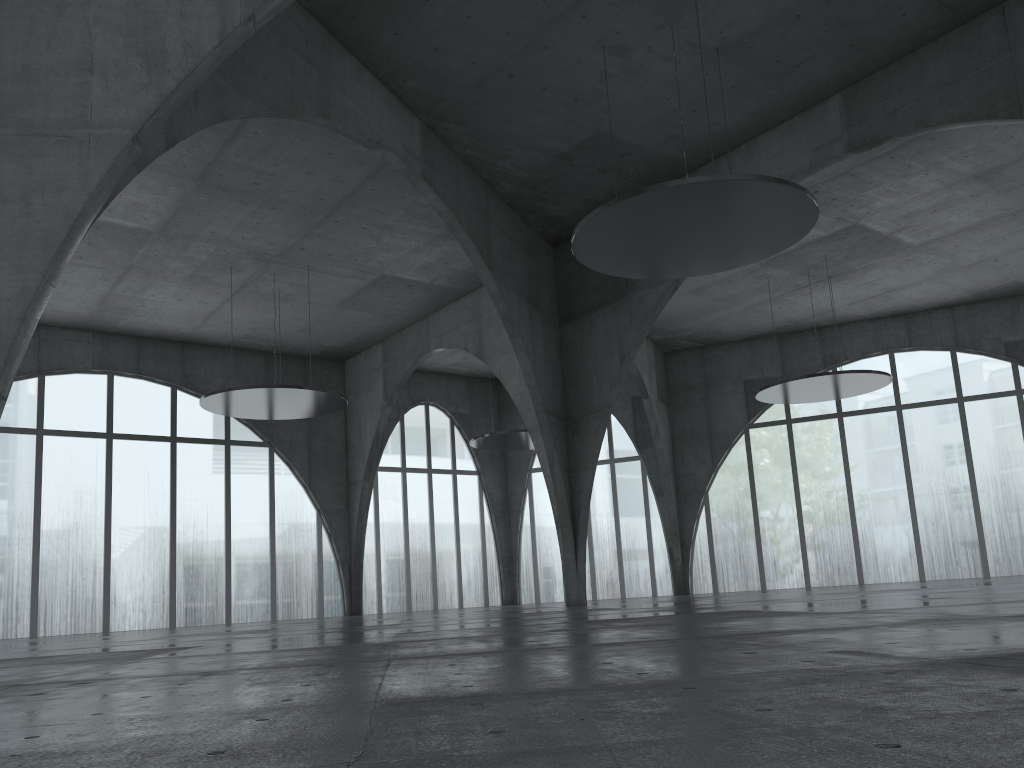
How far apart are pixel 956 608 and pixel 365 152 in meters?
38.8
